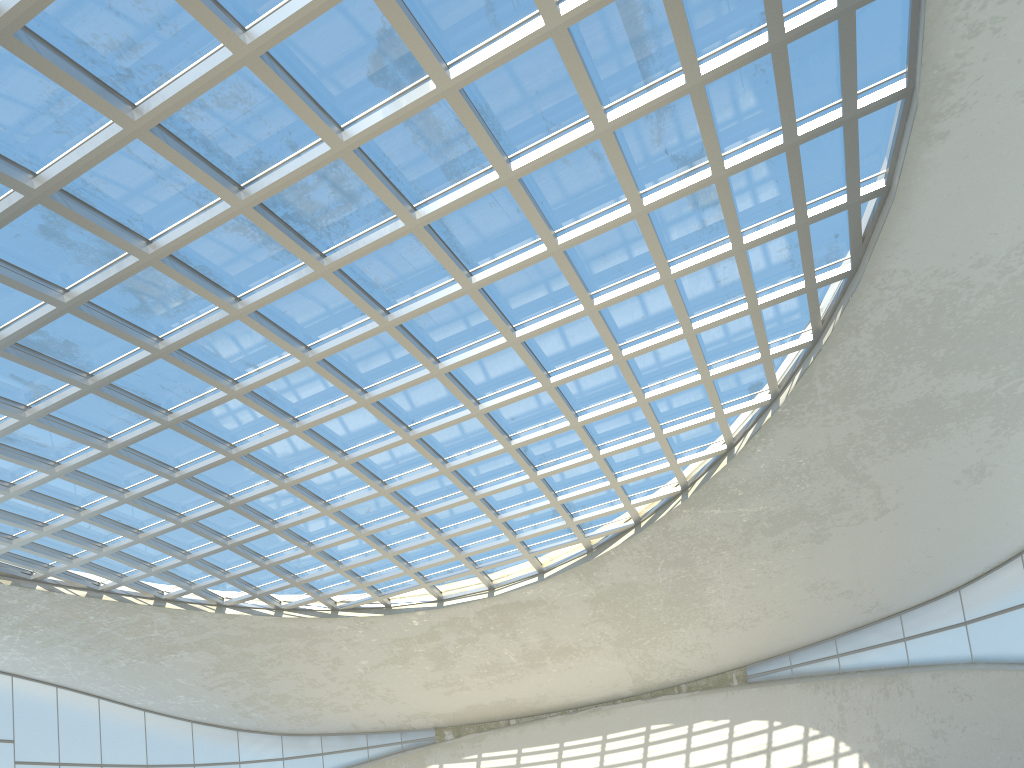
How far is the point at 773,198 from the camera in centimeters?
4839cm

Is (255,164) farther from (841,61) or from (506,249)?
(841,61)

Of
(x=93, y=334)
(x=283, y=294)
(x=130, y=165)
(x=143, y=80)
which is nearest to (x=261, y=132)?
(x=143, y=80)
